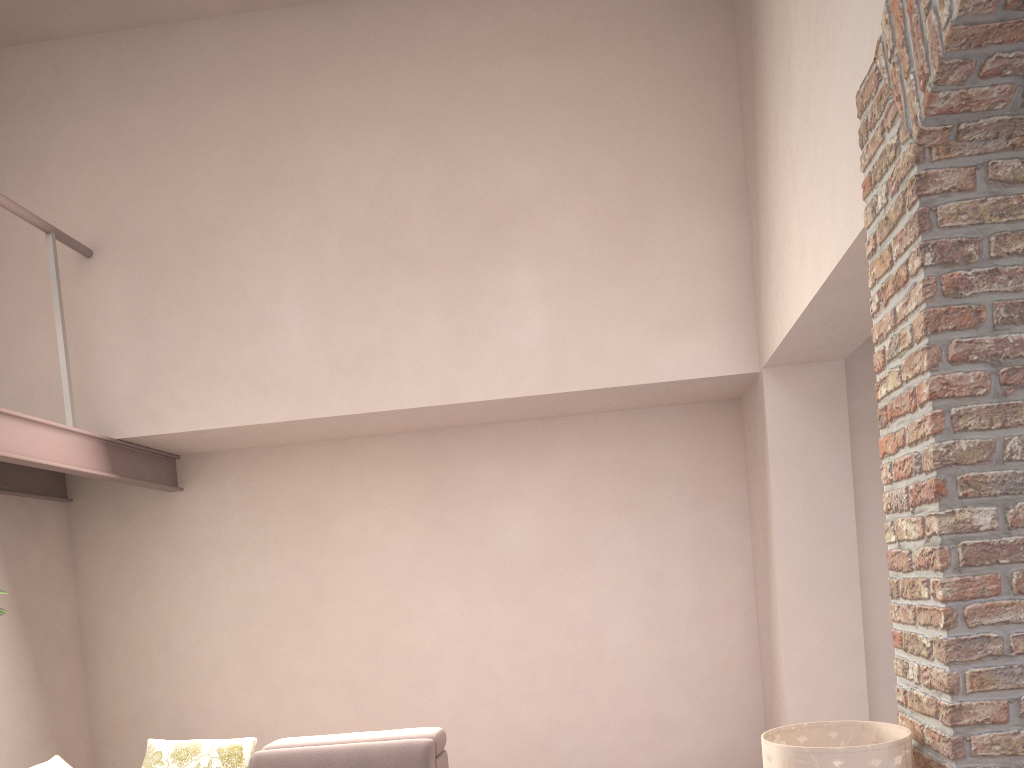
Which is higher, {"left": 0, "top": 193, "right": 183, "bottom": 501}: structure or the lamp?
{"left": 0, "top": 193, "right": 183, "bottom": 501}: structure

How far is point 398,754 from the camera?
3.8m

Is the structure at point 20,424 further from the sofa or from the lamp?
the lamp

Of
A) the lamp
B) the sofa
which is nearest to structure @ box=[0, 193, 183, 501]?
the sofa

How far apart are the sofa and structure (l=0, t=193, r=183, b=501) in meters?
1.3 m

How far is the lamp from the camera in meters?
2.3

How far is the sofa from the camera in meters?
3.8

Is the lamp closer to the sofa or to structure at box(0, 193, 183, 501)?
the sofa

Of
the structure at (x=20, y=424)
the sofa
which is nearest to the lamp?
the sofa

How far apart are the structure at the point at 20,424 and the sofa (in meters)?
1.35
